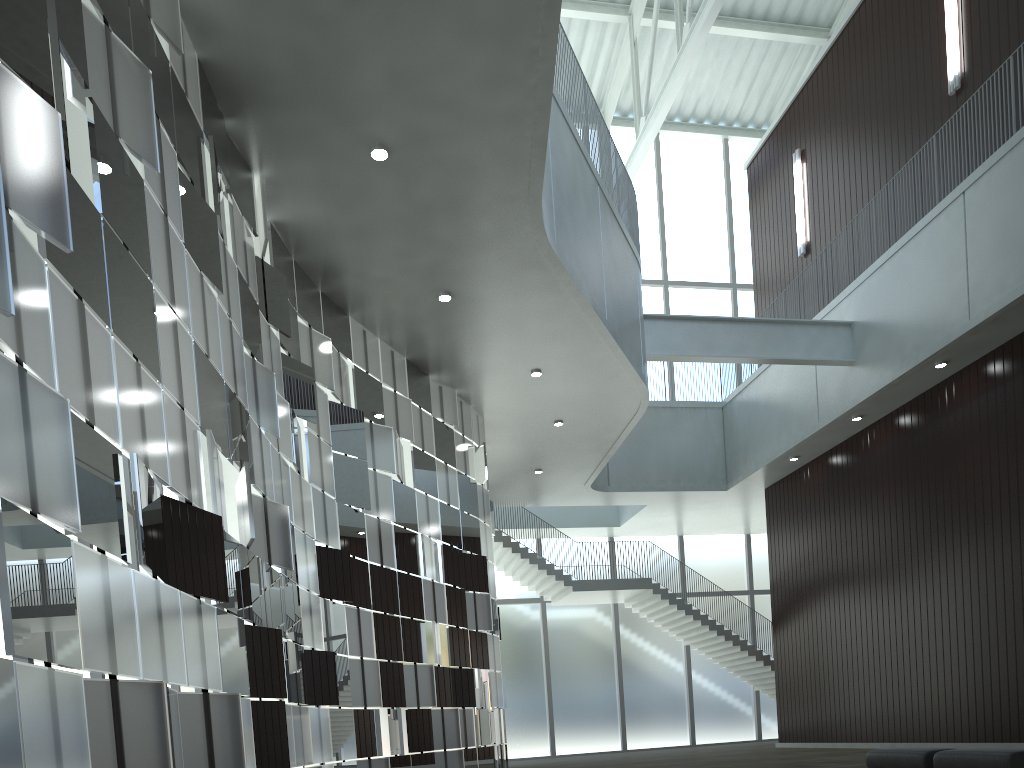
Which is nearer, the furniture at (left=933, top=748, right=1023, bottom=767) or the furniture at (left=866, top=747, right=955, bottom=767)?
the furniture at (left=933, top=748, right=1023, bottom=767)

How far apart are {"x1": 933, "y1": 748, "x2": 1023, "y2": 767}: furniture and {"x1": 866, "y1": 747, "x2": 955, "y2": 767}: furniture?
0.78m

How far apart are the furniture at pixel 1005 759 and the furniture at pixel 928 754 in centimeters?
78cm

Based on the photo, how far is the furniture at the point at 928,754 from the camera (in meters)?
32.50

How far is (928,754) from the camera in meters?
32.5 m

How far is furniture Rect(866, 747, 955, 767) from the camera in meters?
32.5 m

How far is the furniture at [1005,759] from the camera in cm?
2848

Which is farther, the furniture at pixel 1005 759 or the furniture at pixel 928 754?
the furniture at pixel 928 754
